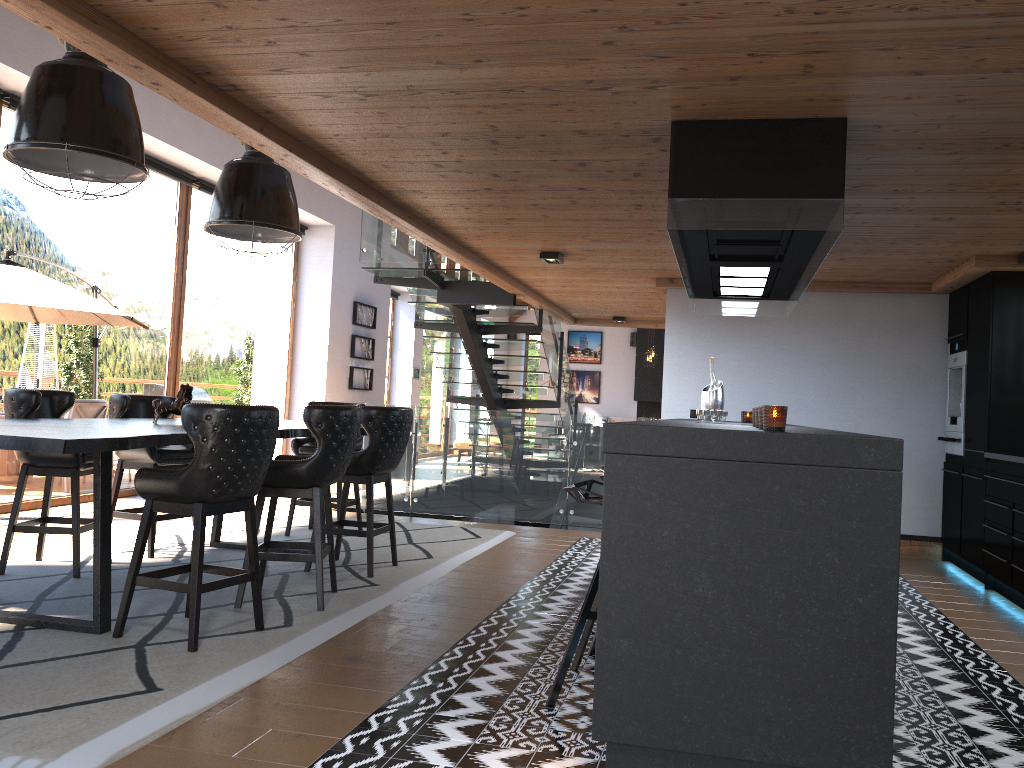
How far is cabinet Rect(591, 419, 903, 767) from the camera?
2.6 meters

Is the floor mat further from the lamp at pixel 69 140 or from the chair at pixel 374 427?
the lamp at pixel 69 140

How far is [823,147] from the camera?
3.6m

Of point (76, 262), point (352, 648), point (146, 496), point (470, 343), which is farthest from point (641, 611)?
point (470, 343)

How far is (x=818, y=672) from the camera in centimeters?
261cm

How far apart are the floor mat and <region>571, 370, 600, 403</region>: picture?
14.4 meters

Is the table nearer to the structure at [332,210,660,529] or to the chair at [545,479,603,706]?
the chair at [545,479,603,706]

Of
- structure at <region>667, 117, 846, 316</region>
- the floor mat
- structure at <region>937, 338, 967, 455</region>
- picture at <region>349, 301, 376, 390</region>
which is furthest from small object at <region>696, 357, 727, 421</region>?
picture at <region>349, 301, 376, 390</region>

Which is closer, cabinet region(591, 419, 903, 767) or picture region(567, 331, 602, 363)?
cabinet region(591, 419, 903, 767)

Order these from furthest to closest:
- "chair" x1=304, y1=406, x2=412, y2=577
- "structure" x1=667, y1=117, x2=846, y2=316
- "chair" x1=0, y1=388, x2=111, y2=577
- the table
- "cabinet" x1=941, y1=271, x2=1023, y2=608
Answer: "cabinet" x1=941, y1=271, x2=1023, y2=608
"chair" x1=304, y1=406, x2=412, y2=577
"chair" x1=0, y1=388, x2=111, y2=577
"structure" x1=667, y1=117, x2=846, y2=316
the table
